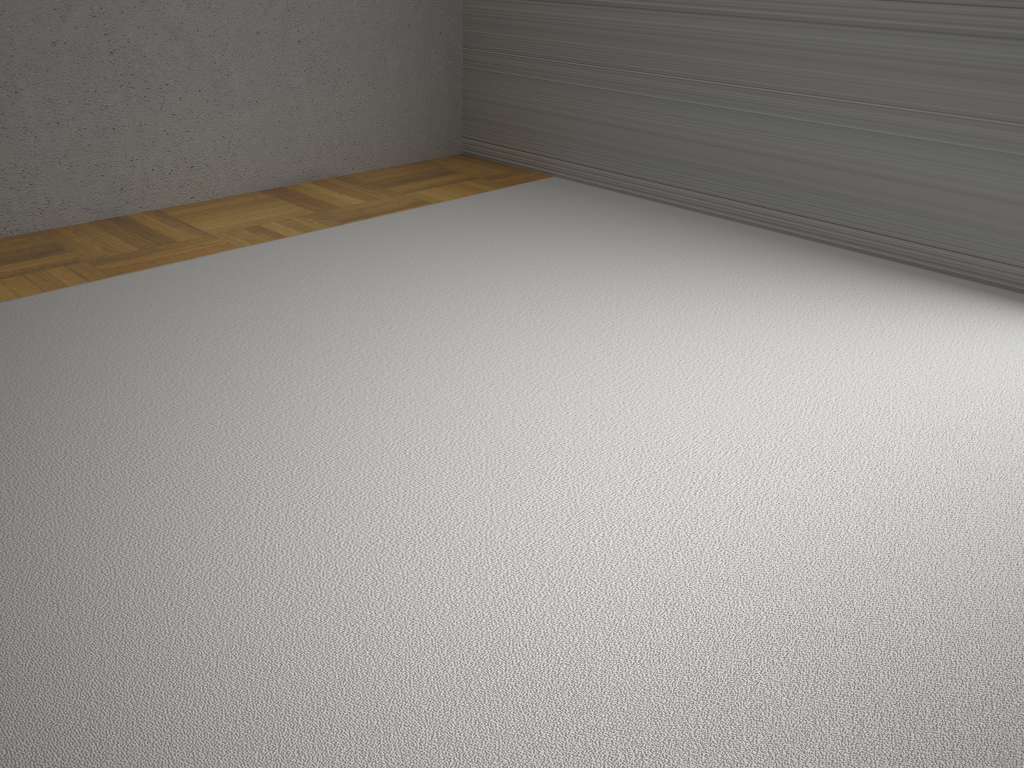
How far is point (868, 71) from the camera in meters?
3.3

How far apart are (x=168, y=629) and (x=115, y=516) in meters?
0.4 m
